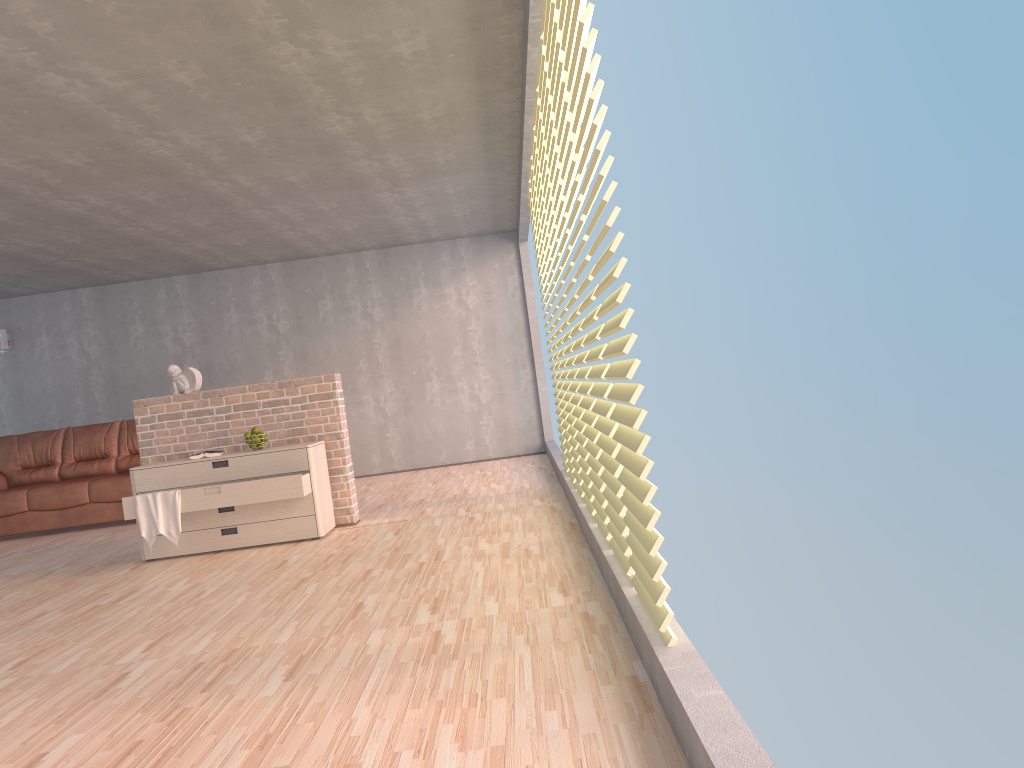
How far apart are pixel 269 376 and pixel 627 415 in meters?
7.9 m

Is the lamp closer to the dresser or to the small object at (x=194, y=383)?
the small object at (x=194, y=383)

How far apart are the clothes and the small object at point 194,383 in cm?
97

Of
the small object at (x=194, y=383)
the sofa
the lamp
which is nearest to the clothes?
the small object at (x=194, y=383)

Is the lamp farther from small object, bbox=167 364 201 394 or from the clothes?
the clothes

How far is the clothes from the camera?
5.44m

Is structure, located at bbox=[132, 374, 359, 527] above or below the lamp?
below

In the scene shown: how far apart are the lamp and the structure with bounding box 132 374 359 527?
4.6 meters

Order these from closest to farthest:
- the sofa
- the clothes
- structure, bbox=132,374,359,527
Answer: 1. the clothes
2. structure, bbox=132,374,359,527
3. the sofa

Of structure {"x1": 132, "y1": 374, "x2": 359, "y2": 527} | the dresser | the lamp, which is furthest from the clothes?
the lamp
